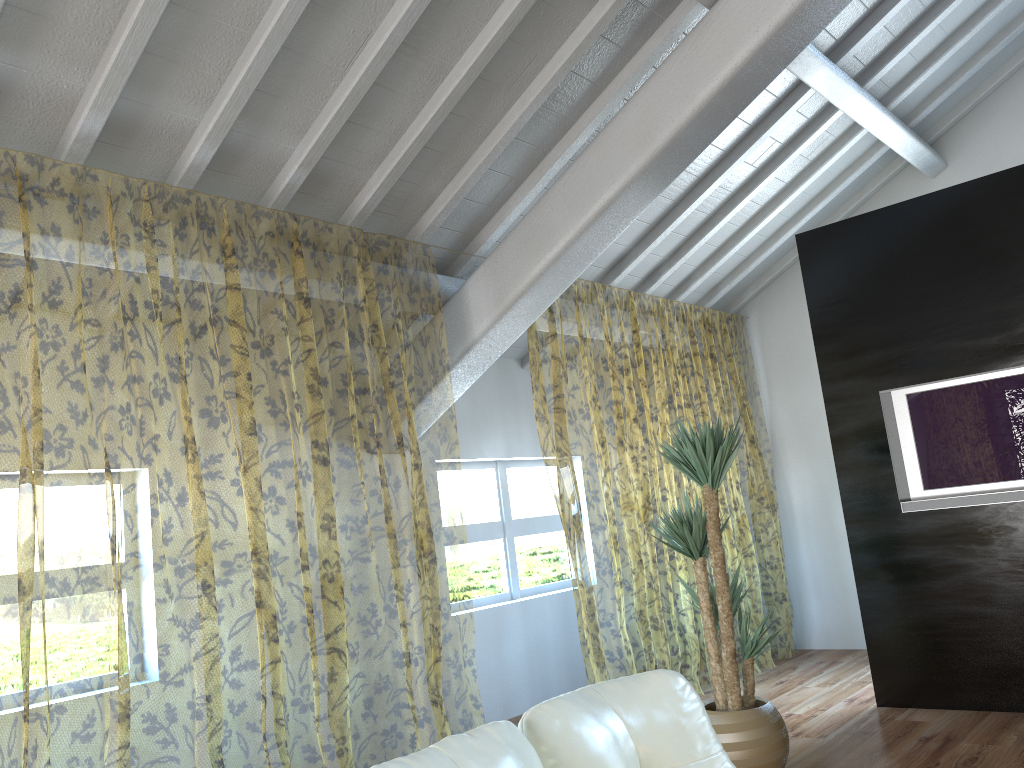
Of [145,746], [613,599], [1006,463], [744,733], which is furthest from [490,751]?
[613,599]

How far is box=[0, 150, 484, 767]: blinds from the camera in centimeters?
741cm

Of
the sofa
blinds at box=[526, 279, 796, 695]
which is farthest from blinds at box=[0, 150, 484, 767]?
the sofa

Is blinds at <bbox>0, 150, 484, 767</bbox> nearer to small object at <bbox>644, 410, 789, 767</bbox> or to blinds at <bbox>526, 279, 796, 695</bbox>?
blinds at <bbox>526, 279, 796, 695</bbox>

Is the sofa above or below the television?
below

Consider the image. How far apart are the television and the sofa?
3.0m

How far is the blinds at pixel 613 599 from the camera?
10.7 meters

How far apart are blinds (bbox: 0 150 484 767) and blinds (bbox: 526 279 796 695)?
1.01m

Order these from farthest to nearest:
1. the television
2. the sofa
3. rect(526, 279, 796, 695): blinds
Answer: rect(526, 279, 796, 695): blinds → the television → the sofa

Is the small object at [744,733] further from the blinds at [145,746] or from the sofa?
the sofa
